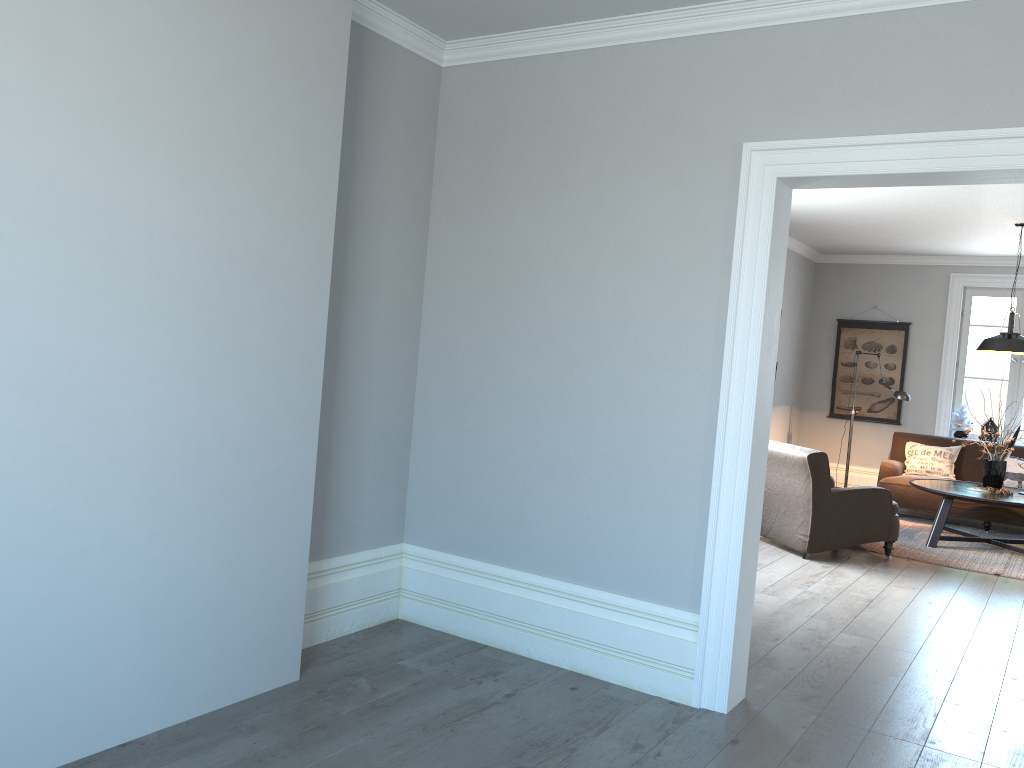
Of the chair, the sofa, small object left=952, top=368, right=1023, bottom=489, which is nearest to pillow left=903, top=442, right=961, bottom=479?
the sofa

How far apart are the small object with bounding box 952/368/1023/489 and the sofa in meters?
0.8

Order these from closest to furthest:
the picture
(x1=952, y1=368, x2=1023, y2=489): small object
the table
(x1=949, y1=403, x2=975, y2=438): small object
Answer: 1. the table
2. (x1=952, y1=368, x2=1023, y2=489): small object
3. (x1=949, y1=403, x2=975, y2=438): small object
4. the picture

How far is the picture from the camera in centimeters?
981cm

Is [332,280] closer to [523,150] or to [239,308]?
[239,308]

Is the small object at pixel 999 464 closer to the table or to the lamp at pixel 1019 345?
the table

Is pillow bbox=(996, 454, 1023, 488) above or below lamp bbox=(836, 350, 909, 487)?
below

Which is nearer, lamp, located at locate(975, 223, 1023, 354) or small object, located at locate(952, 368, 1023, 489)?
lamp, located at locate(975, 223, 1023, 354)

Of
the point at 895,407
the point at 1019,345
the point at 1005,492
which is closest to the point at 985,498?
the point at 1005,492

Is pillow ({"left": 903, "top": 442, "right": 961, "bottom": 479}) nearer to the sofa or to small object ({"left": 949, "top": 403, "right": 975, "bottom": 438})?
the sofa
